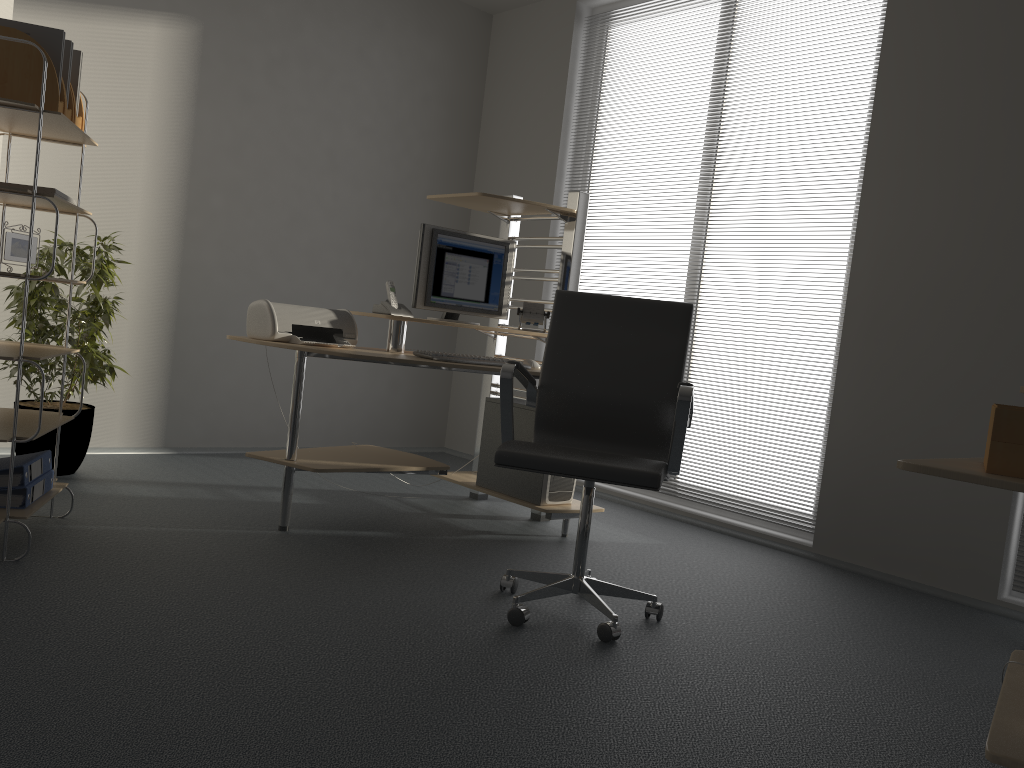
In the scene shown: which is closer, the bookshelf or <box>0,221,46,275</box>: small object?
the bookshelf

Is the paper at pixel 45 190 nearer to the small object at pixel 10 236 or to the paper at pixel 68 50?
the small object at pixel 10 236

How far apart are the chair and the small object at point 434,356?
0.5 meters

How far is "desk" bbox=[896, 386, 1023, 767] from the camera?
1.5m

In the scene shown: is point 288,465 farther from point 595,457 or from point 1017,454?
point 1017,454

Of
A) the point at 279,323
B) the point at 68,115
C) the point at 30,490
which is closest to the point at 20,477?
the point at 30,490

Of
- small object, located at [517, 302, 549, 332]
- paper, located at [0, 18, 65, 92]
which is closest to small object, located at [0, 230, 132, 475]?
paper, located at [0, 18, 65, 92]

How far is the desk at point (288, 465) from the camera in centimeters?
341cm

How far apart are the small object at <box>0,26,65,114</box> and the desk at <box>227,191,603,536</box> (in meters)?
1.07

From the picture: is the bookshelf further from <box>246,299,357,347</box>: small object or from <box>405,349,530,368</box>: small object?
<box>405,349,530,368</box>: small object
